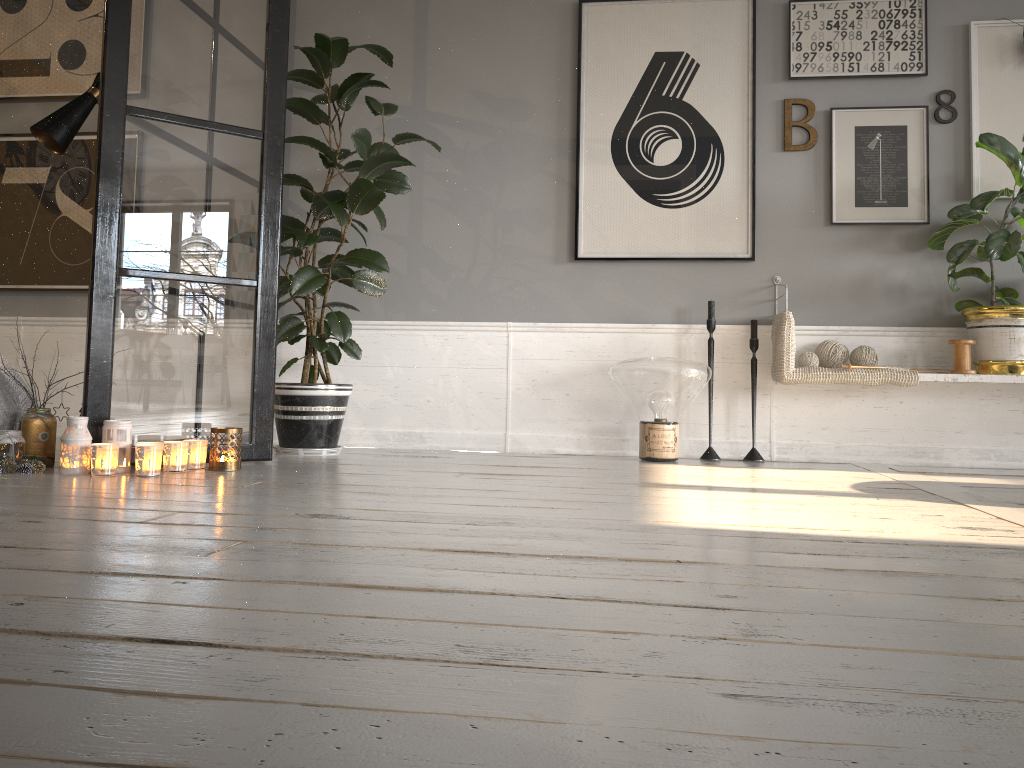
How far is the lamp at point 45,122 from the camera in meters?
3.3

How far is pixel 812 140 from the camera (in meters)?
3.92

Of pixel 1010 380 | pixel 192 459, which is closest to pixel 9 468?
pixel 192 459

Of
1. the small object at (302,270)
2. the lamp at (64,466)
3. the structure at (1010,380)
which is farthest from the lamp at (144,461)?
the structure at (1010,380)

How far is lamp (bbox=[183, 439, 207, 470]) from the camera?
2.97m

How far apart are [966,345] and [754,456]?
1.0m

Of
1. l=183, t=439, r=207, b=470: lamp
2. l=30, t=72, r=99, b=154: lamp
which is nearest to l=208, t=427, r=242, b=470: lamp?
l=183, t=439, r=207, b=470: lamp

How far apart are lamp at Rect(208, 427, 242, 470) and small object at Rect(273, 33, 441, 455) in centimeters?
60cm

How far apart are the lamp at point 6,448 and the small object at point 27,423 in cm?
Result: 6

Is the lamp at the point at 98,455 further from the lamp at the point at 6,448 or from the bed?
the bed
